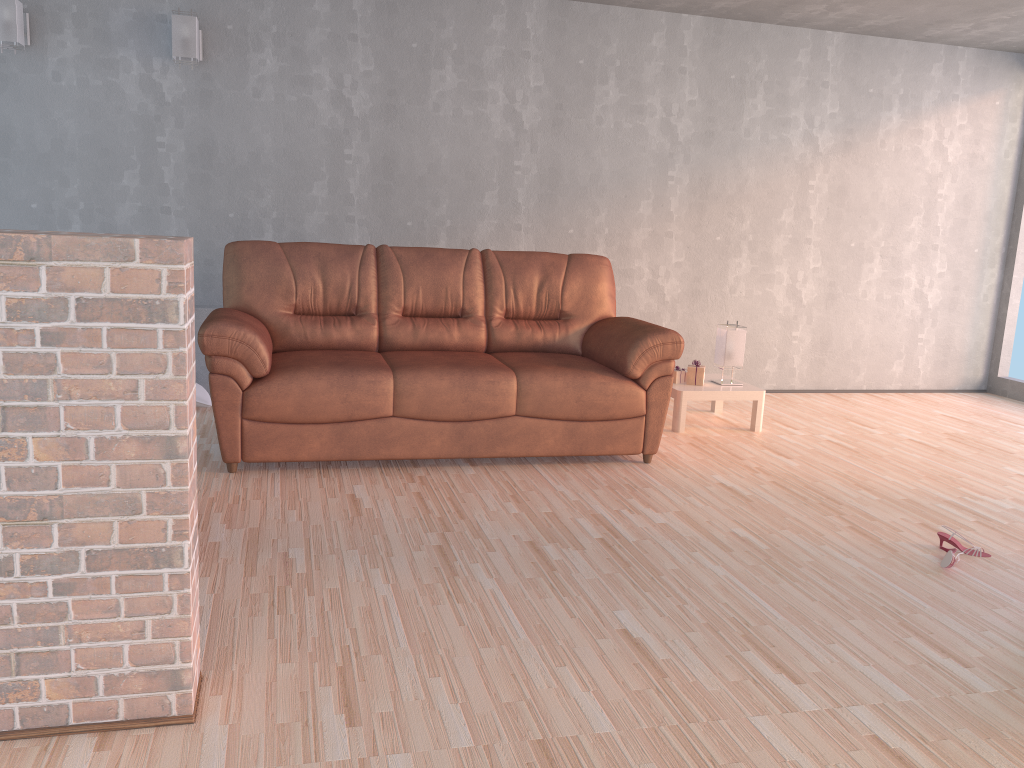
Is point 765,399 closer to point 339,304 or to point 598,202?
point 598,202

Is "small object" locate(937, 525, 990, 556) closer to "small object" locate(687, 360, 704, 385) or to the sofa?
the sofa

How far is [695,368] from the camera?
5.1m

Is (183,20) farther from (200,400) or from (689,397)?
(689,397)

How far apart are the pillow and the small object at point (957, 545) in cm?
367

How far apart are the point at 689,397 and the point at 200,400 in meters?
2.7

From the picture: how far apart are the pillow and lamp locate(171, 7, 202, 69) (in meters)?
1.81

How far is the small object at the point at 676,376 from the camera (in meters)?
5.13

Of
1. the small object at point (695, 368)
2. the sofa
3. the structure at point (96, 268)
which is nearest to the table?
the small object at point (695, 368)

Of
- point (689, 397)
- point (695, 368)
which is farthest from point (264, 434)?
point (695, 368)
